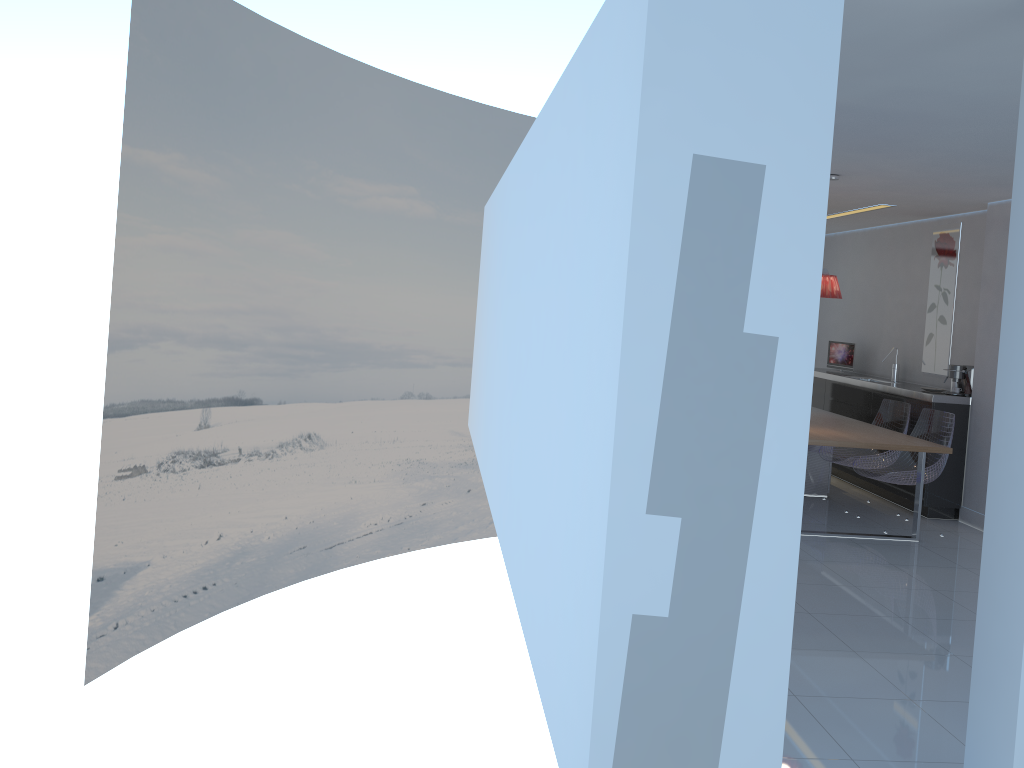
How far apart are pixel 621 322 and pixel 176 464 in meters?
8.7 m

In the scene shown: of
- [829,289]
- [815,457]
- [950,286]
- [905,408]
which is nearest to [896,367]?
[950,286]

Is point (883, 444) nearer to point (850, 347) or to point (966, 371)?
point (966, 371)

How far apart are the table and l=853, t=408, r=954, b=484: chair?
0.1 meters

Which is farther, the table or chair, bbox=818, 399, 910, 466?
chair, bbox=818, 399, 910, 466

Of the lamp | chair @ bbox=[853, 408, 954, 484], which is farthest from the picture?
the lamp

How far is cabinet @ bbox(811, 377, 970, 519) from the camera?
6.96m

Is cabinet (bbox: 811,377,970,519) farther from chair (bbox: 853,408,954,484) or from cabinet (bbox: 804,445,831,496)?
cabinet (bbox: 804,445,831,496)

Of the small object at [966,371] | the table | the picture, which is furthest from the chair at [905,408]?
the picture

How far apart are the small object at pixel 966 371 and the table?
0.9 meters
